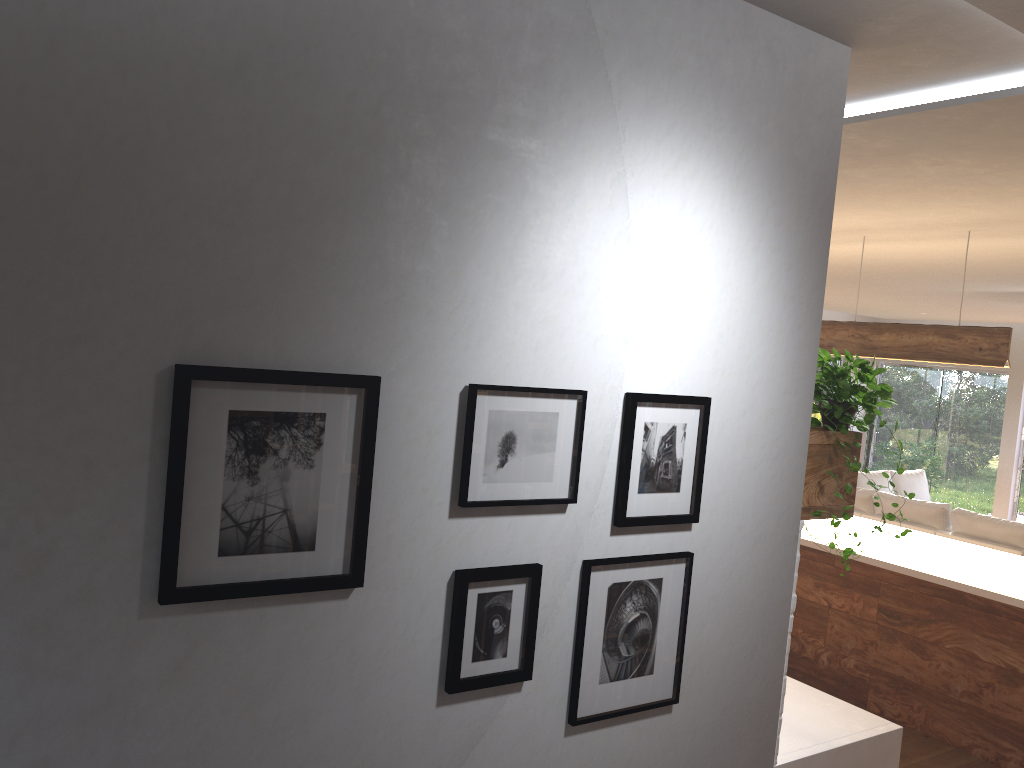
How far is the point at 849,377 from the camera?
2.64m

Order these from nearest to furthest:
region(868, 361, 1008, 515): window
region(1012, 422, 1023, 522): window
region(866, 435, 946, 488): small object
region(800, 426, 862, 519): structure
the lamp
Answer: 1. region(800, 426, 862, 519): structure
2. the lamp
3. region(866, 435, 946, 488): small object
4. region(1012, 422, 1023, 522): window
5. region(868, 361, 1008, 515): window

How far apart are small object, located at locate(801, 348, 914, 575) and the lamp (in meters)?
2.36

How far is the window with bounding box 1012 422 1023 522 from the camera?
11.7 meters

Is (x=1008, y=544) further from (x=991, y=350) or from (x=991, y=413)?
(x=991, y=413)

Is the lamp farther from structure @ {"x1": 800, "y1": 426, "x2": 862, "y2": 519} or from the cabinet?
structure @ {"x1": 800, "y1": 426, "x2": 862, "y2": 519}

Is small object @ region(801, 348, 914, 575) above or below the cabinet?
above

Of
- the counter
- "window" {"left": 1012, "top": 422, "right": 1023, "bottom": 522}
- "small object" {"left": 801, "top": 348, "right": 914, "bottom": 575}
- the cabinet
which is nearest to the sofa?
the cabinet

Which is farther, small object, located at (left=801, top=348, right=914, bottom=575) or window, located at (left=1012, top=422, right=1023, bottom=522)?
window, located at (left=1012, top=422, right=1023, bottom=522)

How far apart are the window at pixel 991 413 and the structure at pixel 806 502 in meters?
10.9 m
